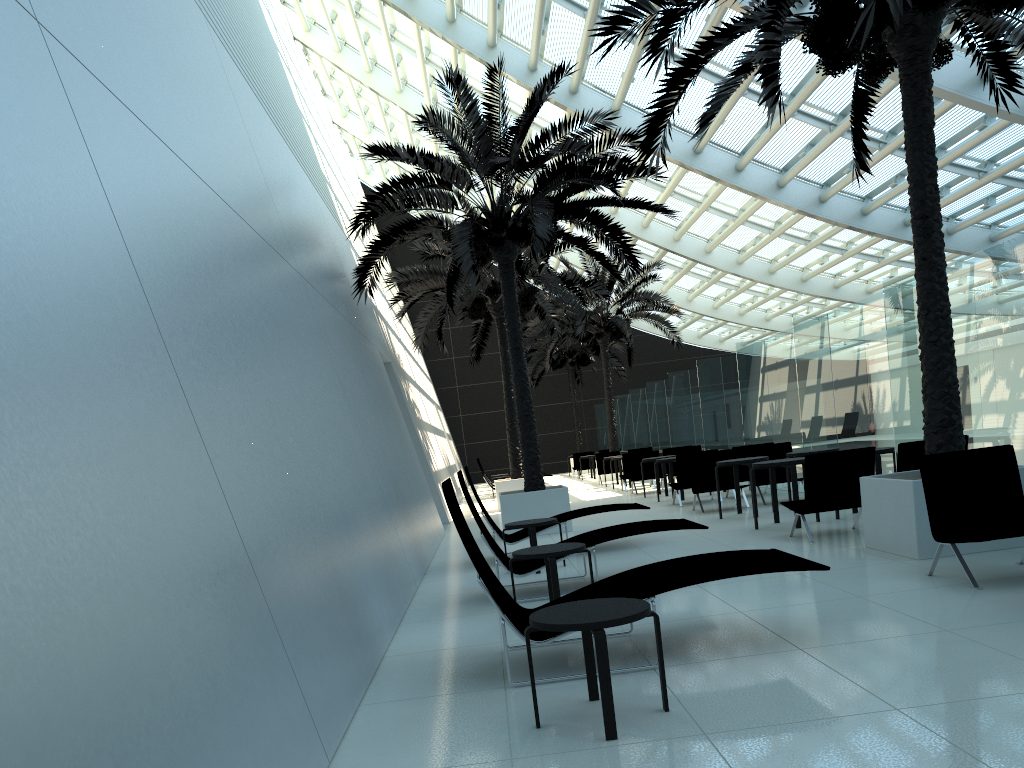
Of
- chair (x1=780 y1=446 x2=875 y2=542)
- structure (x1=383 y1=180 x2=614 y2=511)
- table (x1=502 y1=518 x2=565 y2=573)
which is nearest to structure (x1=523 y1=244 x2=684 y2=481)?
structure (x1=383 y1=180 x2=614 y2=511)

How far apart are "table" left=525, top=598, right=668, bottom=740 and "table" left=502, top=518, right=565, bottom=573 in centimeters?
457cm

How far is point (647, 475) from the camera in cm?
1909

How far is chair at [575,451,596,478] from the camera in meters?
30.4

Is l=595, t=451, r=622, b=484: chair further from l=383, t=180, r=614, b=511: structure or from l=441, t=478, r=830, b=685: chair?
l=441, t=478, r=830, b=685: chair

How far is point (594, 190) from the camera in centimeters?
1484cm

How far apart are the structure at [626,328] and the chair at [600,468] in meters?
1.6

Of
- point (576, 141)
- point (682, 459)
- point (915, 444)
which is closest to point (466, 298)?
point (682, 459)

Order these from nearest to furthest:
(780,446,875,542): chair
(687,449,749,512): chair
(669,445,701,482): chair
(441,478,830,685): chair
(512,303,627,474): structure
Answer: (441,478,830,685): chair, (780,446,875,542): chair, (687,449,749,512): chair, (669,445,701,482): chair, (512,303,627,474): structure

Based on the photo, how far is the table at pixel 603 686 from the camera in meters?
3.6
